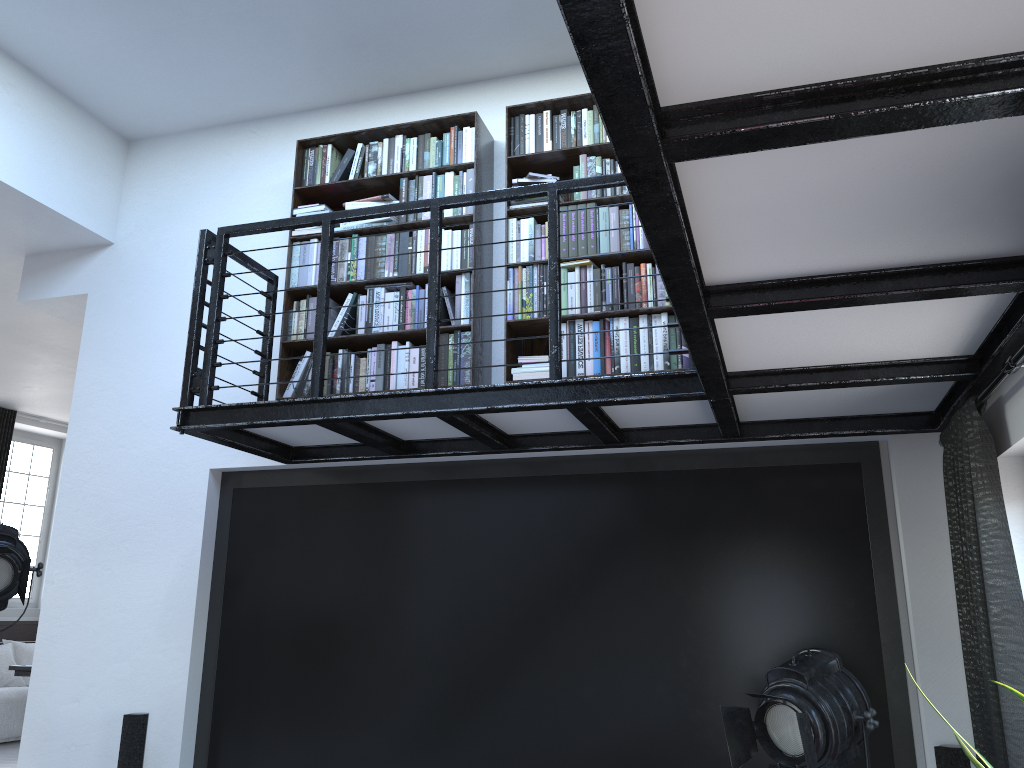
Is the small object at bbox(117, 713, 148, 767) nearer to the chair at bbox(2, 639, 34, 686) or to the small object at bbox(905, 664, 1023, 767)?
the small object at bbox(905, 664, 1023, 767)

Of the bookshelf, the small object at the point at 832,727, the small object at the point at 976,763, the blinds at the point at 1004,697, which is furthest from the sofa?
the small object at the point at 976,763

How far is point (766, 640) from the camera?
3.87m

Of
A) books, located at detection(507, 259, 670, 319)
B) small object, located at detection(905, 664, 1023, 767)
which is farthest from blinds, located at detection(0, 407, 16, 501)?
small object, located at detection(905, 664, 1023, 767)

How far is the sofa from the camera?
8.3m

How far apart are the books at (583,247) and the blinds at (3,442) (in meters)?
6.75

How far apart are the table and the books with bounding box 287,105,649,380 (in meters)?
5.65

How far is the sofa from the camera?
8.3m

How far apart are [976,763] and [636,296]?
2.27m

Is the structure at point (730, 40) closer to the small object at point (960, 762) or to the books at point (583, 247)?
the books at point (583, 247)
